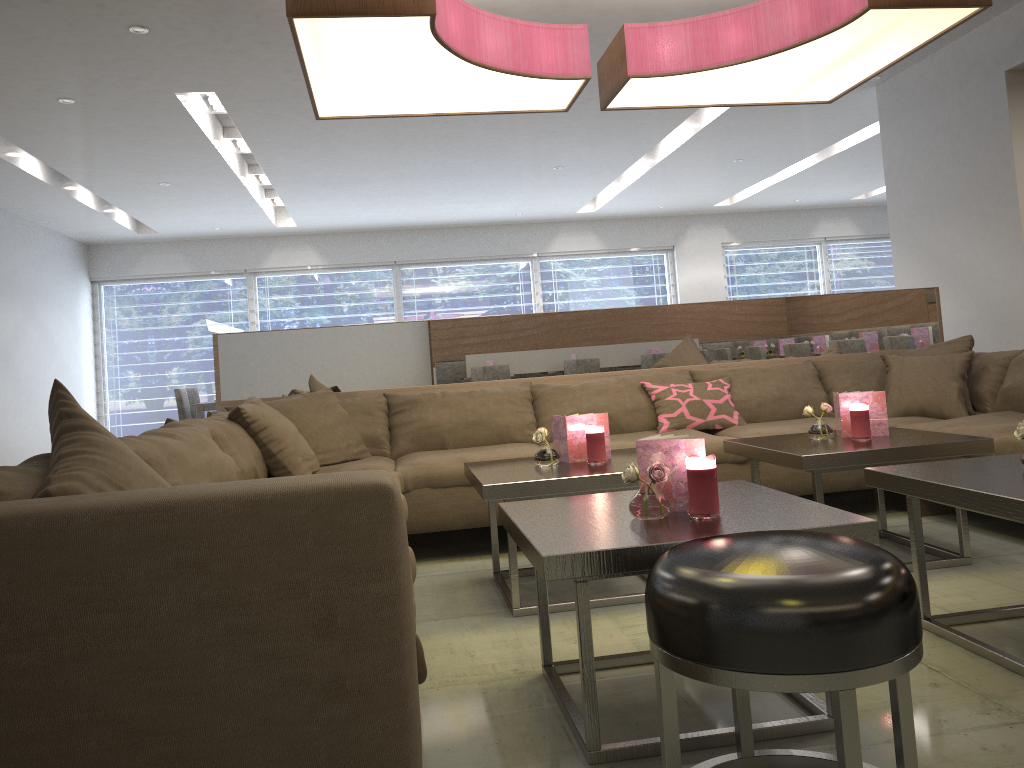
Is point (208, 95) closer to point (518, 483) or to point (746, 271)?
point (518, 483)

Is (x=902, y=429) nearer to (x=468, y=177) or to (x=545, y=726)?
(x=545, y=726)

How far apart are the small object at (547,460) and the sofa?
0.49m

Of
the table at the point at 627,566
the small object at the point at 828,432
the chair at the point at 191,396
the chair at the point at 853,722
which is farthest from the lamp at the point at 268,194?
the chair at the point at 853,722

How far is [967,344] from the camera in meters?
4.0

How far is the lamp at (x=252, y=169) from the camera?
8.0m

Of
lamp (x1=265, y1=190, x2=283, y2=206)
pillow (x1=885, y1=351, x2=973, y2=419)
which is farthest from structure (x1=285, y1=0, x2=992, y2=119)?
lamp (x1=265, y1=190, x2=283, y2=206)

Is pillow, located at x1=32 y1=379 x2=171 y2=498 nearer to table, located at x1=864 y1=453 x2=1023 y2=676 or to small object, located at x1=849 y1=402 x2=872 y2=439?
table, located at x1=864 y1=453 x2=1023 y2=676

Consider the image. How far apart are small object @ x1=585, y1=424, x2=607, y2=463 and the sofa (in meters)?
0.64

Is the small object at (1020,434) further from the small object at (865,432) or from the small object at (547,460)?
the small object at (547,460)
